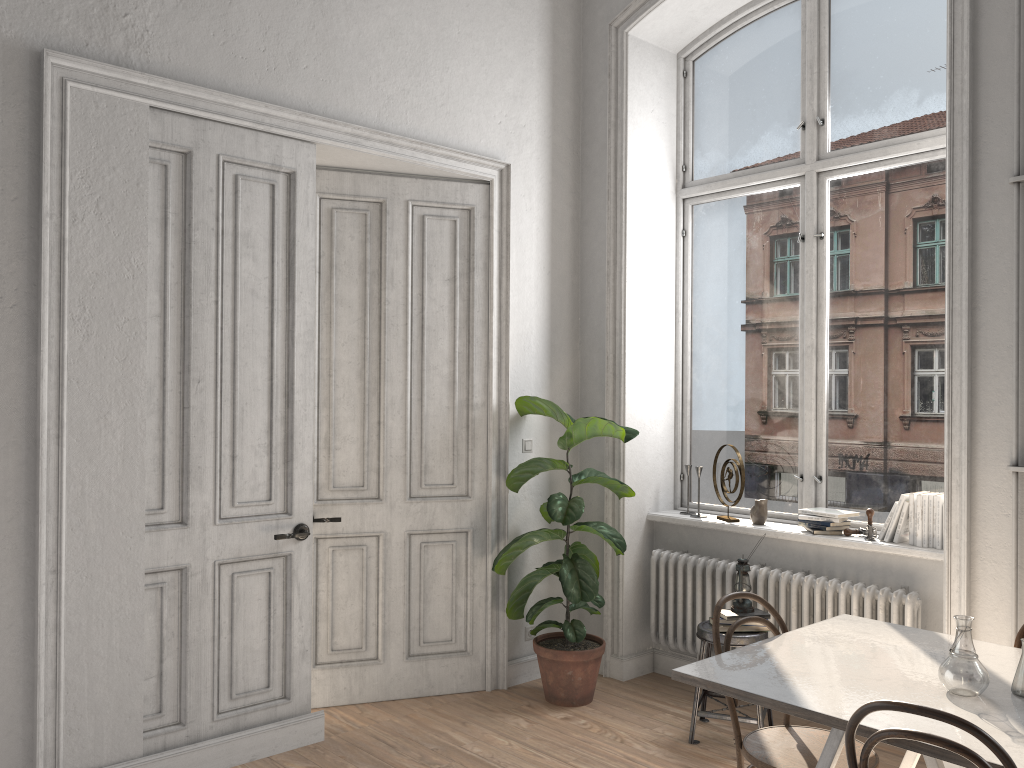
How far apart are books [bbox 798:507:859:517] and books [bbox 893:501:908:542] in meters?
0.3

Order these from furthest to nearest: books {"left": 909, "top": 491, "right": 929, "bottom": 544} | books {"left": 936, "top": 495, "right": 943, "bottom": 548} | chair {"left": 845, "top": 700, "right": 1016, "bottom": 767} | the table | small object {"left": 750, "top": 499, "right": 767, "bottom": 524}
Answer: small object {"left": 750, "top": 499, "right": 767, "bottom": 524}
books {"left": 909, "top": 491, "right": 929, "bottom": 544}
books {"left": 936, "top": 495, "right": 943, "bottom": 548}
the table
chair {"left": 845, "top": 700, "right": 1016, "bottom": 767}

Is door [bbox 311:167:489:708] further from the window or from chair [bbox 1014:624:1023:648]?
chair [bbox 1014:624:1023:648]

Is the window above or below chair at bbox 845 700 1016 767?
above

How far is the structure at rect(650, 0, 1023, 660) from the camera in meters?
4.1

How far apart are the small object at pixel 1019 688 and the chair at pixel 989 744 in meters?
0.6 m

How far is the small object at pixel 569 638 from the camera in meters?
4.6 m

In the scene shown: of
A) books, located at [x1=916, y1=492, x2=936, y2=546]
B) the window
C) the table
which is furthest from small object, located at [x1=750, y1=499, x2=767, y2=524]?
the table

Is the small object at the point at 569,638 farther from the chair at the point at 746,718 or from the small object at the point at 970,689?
the small object at the point at 970,689

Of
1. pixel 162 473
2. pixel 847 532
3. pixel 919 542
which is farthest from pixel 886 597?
pixel 162 473
